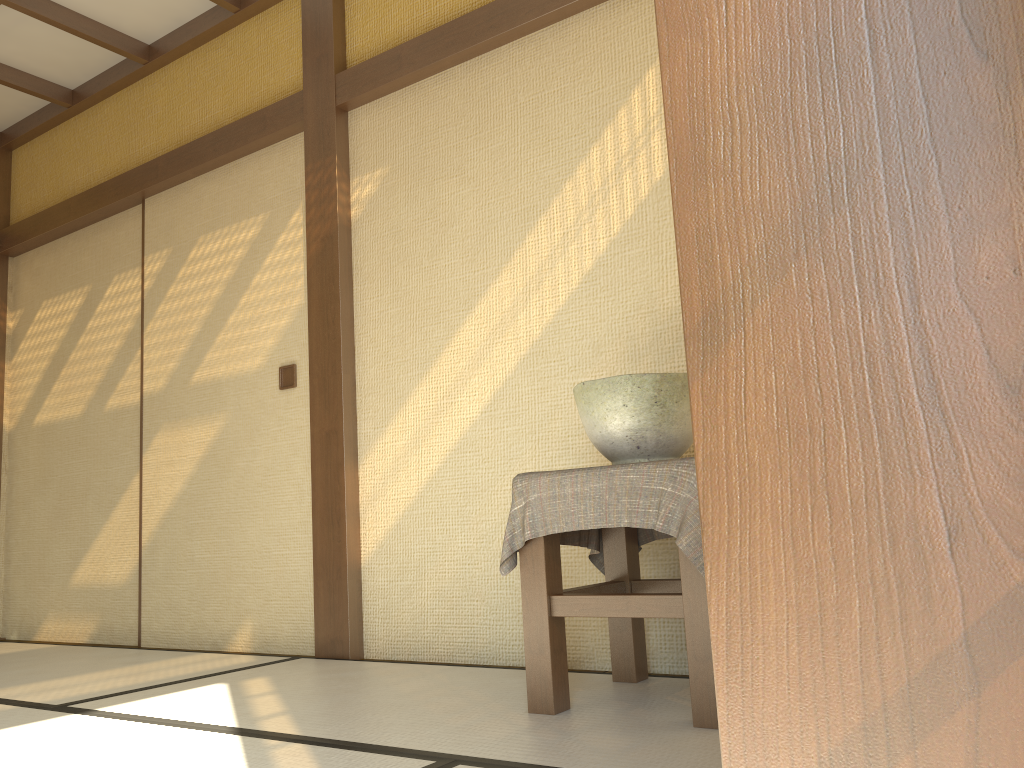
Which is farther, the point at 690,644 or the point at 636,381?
the point at 636,381

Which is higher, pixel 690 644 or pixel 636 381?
pixel 636 381

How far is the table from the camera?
2.0 meters

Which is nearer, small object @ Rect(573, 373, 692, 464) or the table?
the table

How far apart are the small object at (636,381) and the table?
0.14m

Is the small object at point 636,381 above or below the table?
above

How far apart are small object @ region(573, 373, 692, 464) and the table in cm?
14

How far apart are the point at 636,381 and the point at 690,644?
0.6m

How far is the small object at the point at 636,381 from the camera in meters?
2.2 m

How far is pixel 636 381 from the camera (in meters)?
2.21
